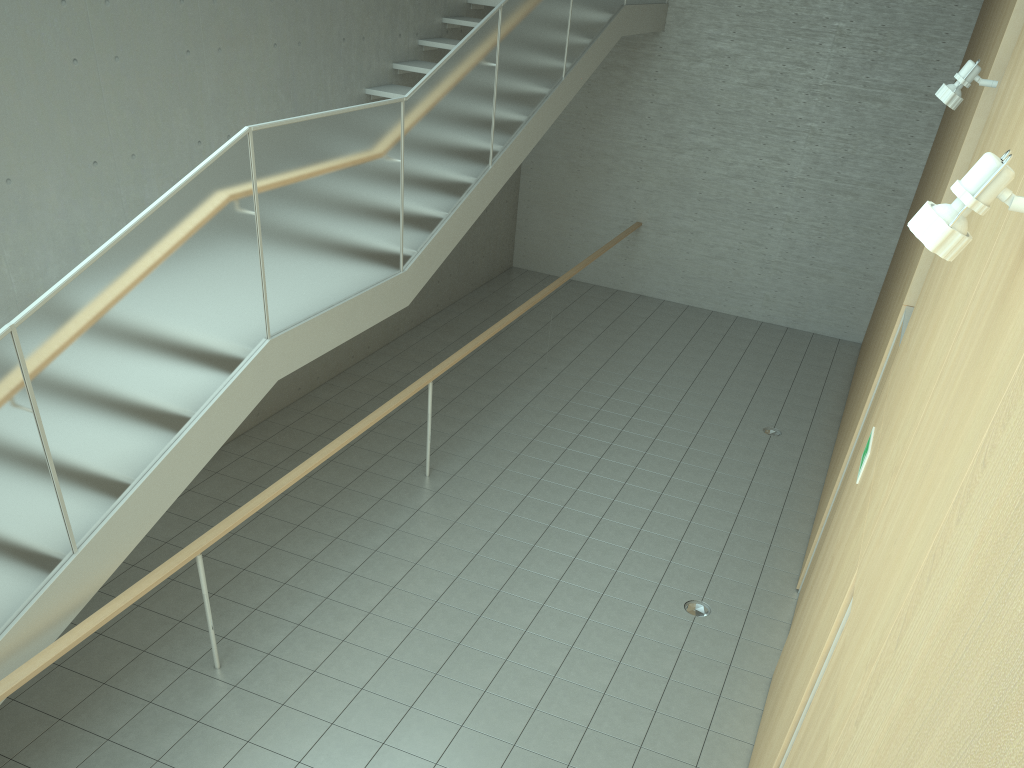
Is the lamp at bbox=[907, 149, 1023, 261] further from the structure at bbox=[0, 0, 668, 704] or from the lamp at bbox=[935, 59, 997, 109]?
the structure at bbox=[0, 0, 668, 704]

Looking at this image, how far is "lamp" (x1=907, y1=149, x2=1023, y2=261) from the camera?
1.7m

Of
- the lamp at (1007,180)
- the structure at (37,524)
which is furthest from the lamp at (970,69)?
the structure at (37,524)

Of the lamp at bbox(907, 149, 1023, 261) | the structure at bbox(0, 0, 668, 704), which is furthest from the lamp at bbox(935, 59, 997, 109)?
the structure at bbox(0, 0, 668, 704)

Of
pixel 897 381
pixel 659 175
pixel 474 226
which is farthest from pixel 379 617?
pixel 659 175

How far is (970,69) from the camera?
4.1m

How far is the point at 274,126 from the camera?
4.65m

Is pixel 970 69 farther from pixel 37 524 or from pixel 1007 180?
pixel 37 524

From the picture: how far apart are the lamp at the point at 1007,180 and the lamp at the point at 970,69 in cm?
283

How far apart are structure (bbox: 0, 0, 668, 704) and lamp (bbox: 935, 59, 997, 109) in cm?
329
